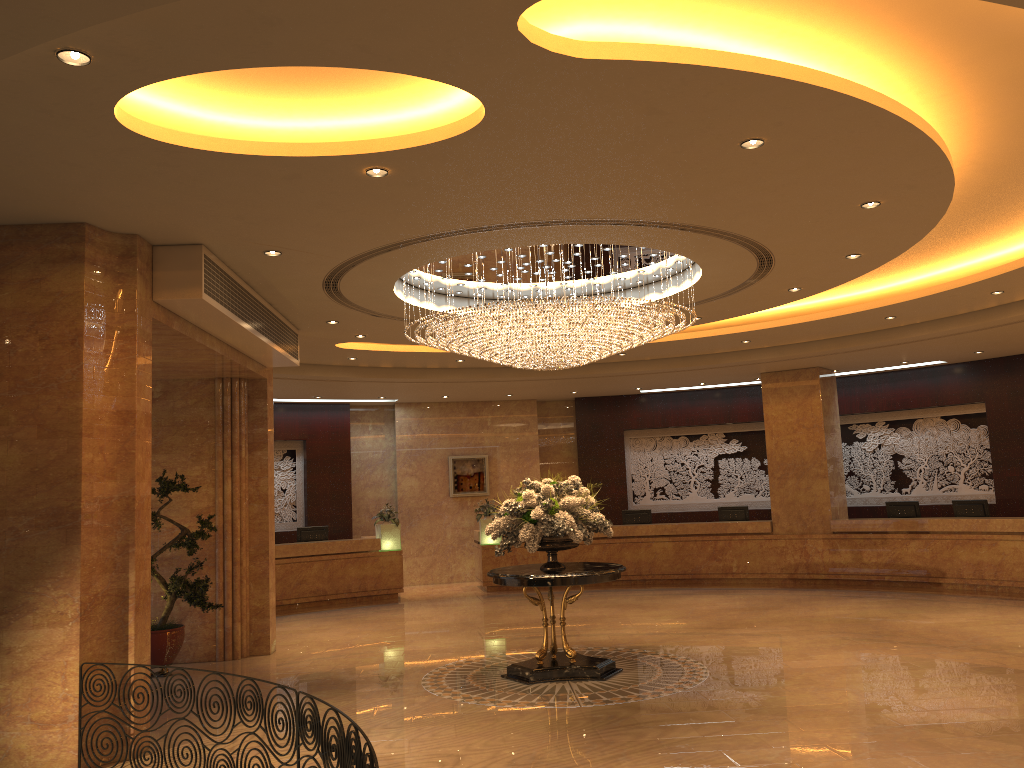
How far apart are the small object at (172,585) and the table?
3.33m

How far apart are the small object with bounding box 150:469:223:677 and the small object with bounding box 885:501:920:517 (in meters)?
11.76

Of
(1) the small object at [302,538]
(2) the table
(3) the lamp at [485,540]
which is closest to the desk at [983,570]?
(3) the lamp at [485,540]

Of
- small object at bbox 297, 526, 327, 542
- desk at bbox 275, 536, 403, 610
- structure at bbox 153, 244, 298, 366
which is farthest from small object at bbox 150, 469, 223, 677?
small object at bbox 297, 526, 327, 542

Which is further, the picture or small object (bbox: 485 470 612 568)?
the picture

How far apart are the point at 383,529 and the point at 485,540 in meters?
2.0

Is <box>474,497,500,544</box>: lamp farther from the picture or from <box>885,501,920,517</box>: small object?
<box>885,501,920,517</box>: small object

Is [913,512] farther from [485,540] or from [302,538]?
[302,538]

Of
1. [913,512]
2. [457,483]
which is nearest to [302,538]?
[457,483]

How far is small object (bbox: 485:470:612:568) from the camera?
9.0m
